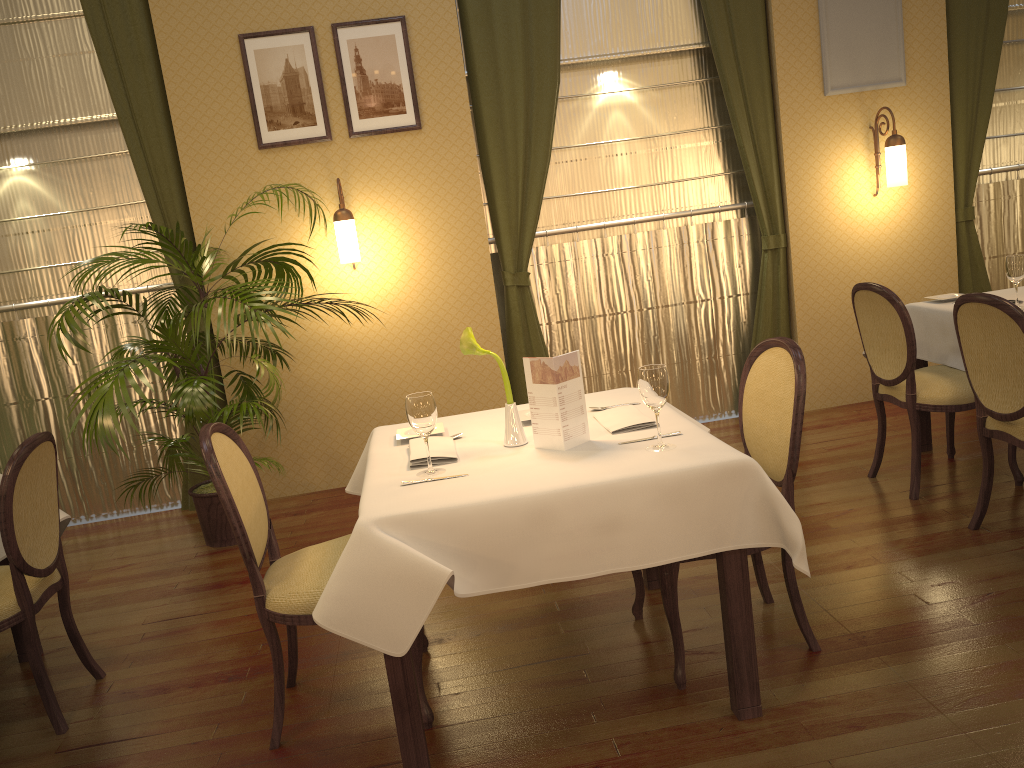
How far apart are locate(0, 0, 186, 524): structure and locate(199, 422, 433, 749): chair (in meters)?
2.76

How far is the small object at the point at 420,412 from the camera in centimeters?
244cm

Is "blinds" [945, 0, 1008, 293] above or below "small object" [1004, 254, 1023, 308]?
above

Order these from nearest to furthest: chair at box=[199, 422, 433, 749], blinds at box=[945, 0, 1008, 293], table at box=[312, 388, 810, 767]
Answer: table at box=[312, 388, 810, 767] < chair at box=[199, 422, 433, 749] < blinds at box=[945, 0, 1008, 293]

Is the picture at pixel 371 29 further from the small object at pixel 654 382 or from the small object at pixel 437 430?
the small object at pixel 654 382

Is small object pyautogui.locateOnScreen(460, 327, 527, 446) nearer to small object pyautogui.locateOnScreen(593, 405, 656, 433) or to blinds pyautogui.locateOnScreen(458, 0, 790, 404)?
small object pyautogui.locateOnScreen(593, 405, 656, 433)

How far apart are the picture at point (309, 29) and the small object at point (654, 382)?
3.2 meters

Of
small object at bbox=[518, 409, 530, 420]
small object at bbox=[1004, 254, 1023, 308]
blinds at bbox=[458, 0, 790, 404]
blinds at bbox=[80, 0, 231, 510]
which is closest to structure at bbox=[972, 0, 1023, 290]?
blinds at bbox=[458, 0, 790, 404]

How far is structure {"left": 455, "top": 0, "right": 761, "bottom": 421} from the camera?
5.29m

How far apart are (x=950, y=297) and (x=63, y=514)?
4.05m
